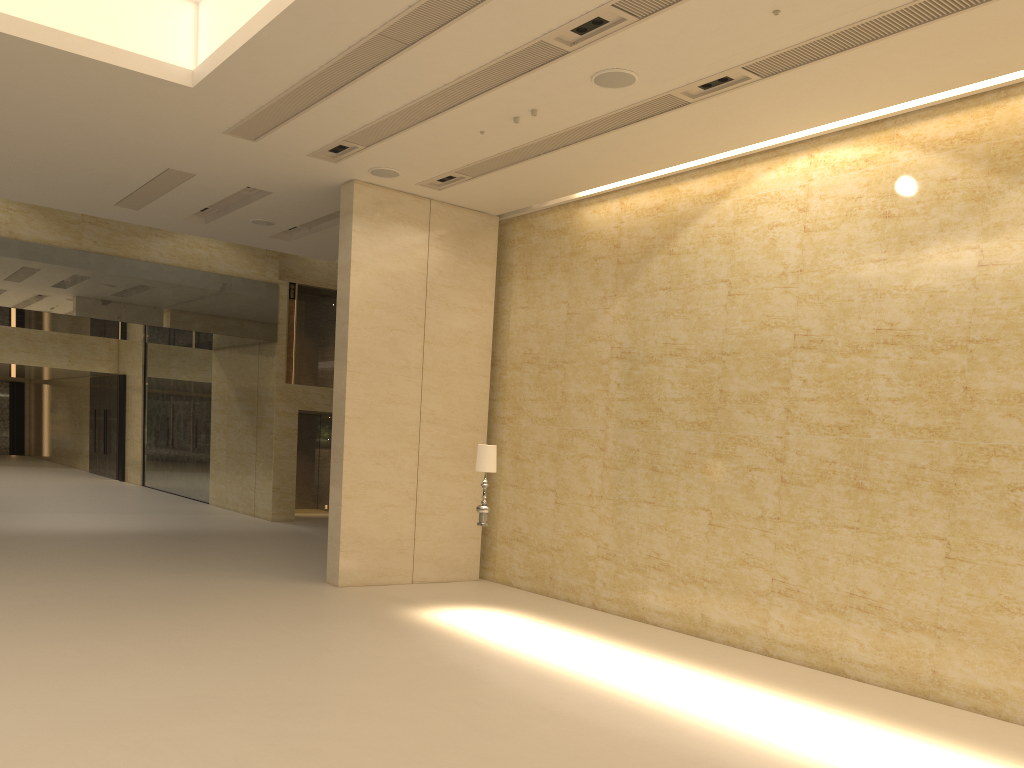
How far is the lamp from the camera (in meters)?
10.90

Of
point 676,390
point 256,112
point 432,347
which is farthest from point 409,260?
point 676,390

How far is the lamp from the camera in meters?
10.9

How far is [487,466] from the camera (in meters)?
10.90
